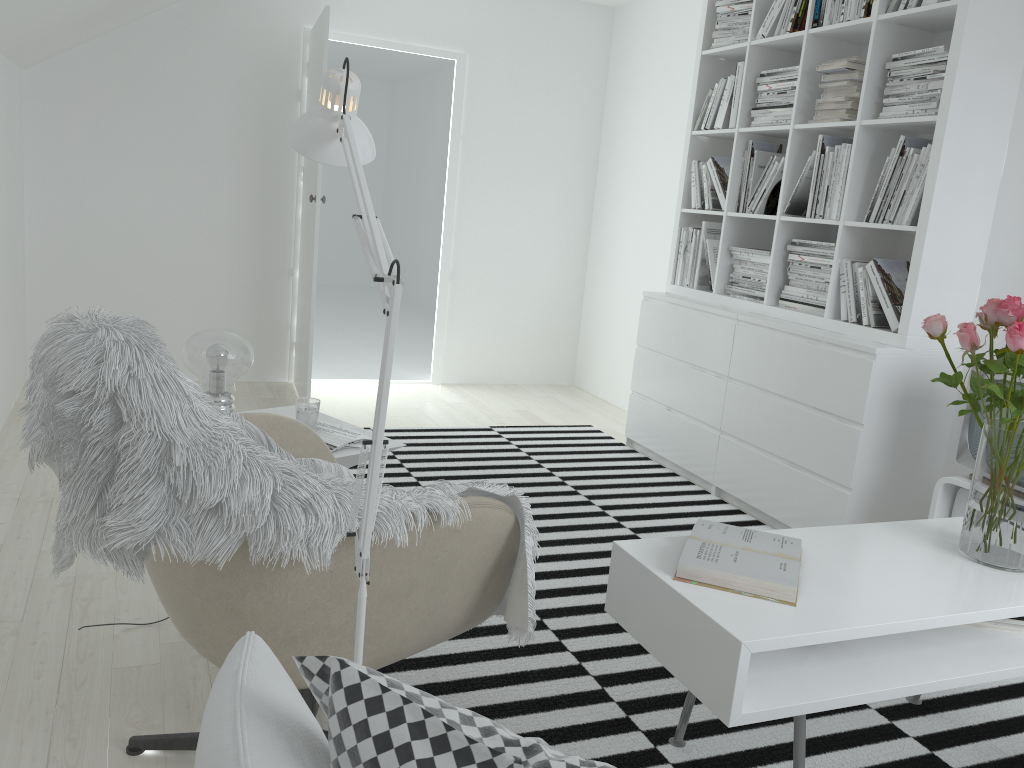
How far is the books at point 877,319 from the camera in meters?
3.3 m

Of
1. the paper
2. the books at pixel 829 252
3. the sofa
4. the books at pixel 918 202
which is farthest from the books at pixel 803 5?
the sofa

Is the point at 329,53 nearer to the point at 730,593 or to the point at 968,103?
the point at 968,103

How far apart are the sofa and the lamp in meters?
0.3

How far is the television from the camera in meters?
2.8 m

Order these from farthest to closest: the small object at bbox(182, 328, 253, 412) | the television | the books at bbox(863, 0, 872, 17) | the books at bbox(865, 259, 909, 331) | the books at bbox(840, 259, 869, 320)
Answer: the books at bbox(840, 259, 869, 320)
the books at bbox(863, 0, 872, 17)
the books at bbox(865, 259, 909, 331)
the television
the small object at bbox(182, 328, 253, 412)

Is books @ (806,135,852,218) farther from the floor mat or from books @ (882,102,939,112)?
the floor mat

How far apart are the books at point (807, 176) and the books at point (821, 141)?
0.05m

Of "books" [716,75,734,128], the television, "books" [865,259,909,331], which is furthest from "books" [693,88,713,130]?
the television

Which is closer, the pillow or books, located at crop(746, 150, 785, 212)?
the pillow
